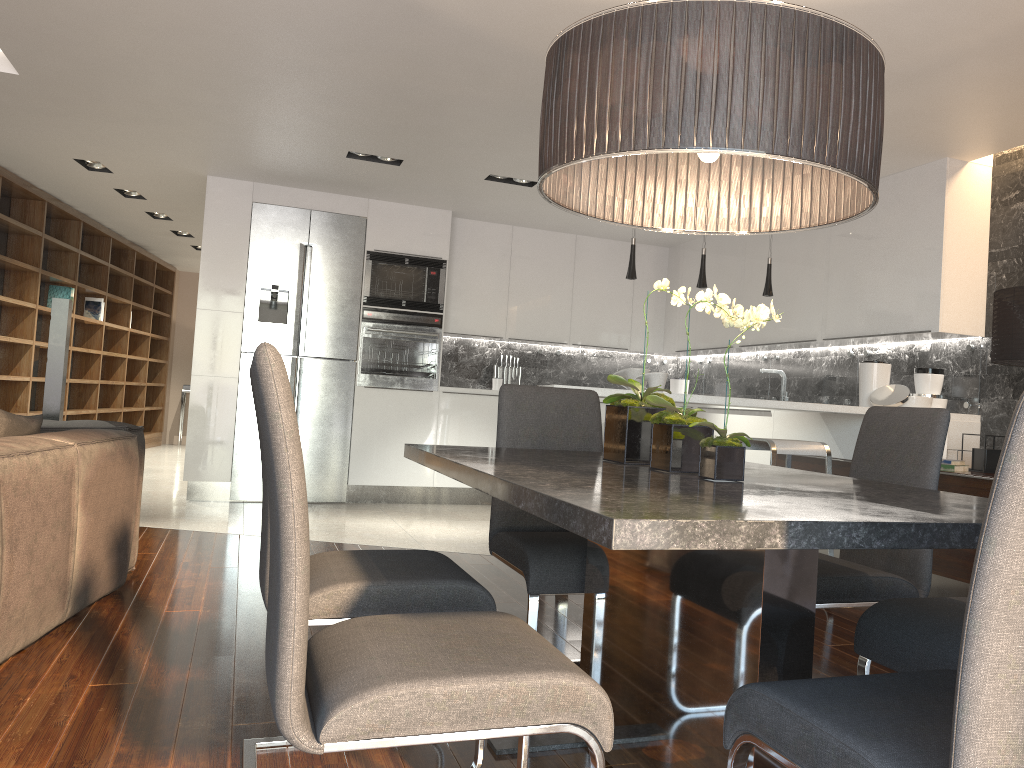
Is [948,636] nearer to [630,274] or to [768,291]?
[630,274]

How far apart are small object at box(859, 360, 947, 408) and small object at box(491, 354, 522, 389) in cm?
355

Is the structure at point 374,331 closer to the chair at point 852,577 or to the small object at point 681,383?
the small object at point 681,383

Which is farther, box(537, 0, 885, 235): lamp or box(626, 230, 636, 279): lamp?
box(626, 230, 636, 279): lamp

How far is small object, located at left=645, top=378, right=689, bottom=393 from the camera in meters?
8.1

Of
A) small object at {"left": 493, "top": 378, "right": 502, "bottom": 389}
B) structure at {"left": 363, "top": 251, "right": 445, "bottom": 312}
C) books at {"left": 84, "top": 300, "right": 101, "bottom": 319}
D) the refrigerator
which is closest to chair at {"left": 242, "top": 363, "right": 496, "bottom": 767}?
the refrigerator

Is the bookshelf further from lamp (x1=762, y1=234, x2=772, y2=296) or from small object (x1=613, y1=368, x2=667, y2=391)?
lamp (x1=762, y1=234, x2=772, y2=296)

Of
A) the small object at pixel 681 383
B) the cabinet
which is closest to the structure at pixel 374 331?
the cabinet

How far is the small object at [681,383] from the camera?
8.1m

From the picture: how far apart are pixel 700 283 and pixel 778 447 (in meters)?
1.36
